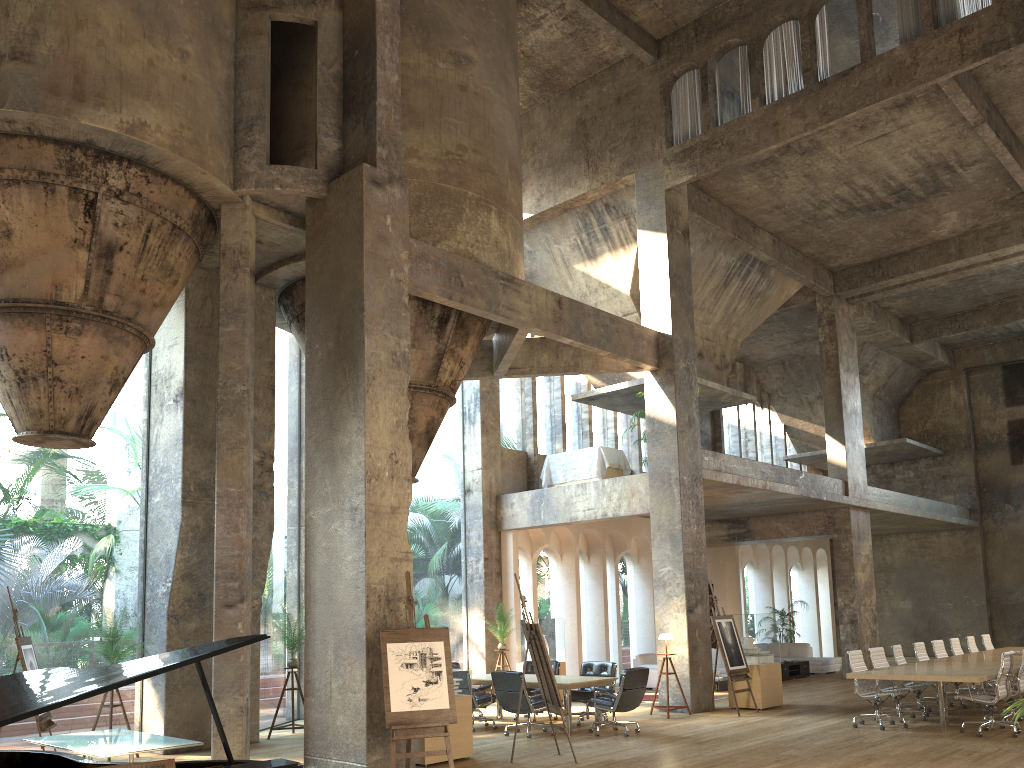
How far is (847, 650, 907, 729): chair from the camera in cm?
1155

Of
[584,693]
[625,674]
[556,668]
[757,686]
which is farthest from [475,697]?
[757,686]

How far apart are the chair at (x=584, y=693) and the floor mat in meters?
3.3 m

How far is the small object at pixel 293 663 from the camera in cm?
1219

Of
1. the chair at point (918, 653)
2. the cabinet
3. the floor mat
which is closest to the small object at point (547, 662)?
the floor mat

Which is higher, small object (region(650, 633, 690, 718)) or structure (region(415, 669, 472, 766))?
small object (region(650, 633, 690, 718))

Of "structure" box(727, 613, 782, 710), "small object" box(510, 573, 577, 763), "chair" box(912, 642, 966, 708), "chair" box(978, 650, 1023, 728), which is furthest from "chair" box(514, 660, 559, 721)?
"chair" box(978, 650, 1023, 728)

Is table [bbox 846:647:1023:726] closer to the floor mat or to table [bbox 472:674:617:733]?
table [bbox 472:674:617:733]

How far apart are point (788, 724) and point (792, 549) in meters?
15.3

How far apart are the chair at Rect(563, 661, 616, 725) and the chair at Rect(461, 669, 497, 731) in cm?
117
